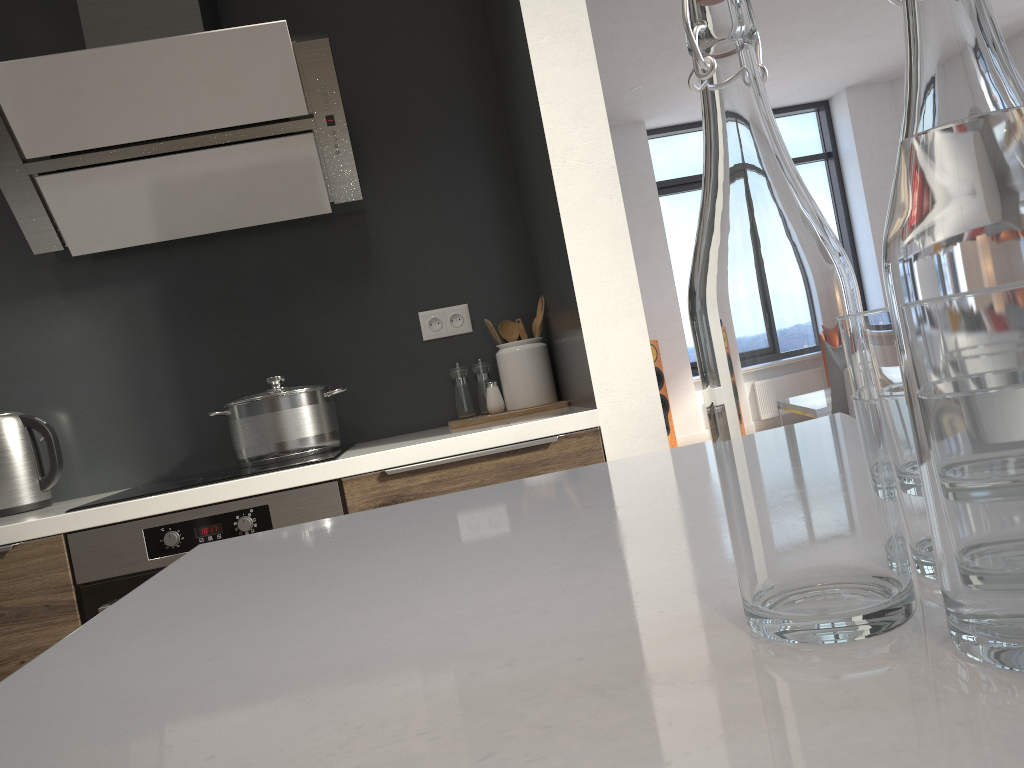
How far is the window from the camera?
8.6m

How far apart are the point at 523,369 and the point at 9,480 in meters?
1.4 m

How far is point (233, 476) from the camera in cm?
201

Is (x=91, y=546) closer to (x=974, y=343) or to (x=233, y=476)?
(x=233, y=476)

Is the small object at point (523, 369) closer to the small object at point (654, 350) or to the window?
the small object at point (654, 350)

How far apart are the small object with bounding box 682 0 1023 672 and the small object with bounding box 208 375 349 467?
2.0 meters

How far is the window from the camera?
8.61m

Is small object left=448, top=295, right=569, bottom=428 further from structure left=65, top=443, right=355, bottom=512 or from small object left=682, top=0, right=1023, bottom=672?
small object left=682, top=0, right=1023, bottom=672

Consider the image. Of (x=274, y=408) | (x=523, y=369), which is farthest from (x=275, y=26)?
(x=523, y=369)

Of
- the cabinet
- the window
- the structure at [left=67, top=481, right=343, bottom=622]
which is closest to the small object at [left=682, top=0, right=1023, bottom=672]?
the cabinet
